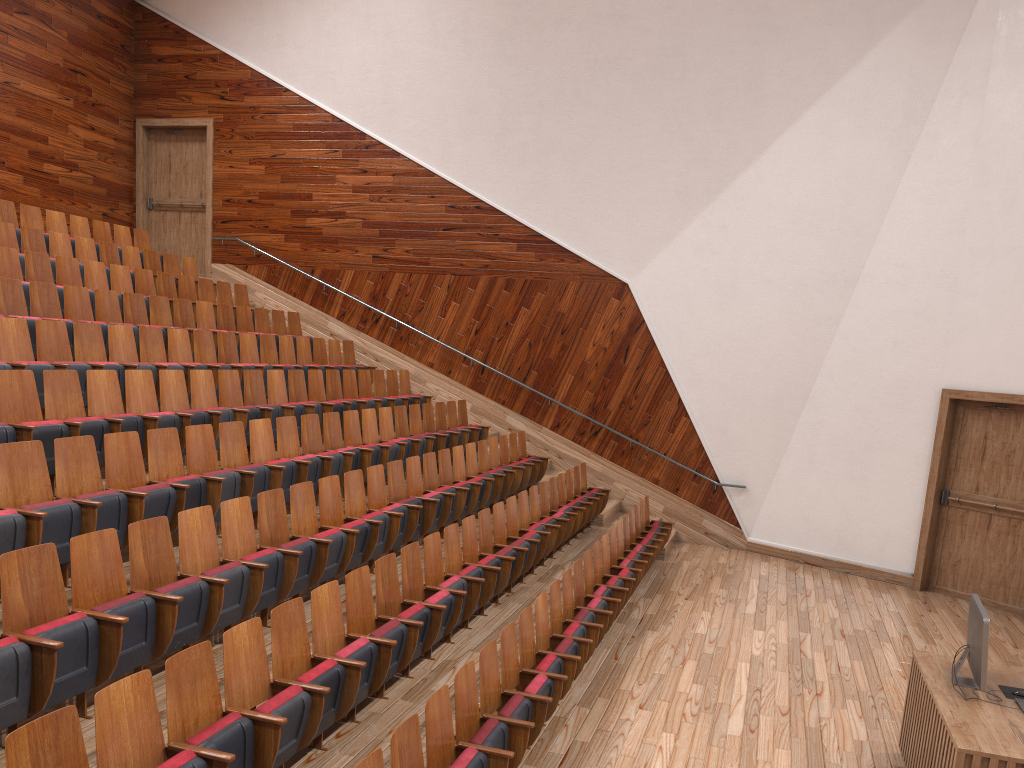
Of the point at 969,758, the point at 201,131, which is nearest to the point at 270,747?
the point at 969,758

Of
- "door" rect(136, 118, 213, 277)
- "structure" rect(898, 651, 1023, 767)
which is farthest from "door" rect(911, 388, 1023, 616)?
"door" rect(136, 118, 213, 277)

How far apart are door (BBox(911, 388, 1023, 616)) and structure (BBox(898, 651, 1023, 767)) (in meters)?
0.47

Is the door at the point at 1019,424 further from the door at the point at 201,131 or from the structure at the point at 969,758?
the door at the point at 201,131

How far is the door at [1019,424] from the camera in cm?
96

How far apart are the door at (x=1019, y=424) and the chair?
0.3 meters

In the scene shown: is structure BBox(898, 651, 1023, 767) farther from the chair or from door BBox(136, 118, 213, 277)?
door BBox(136, 118, 213, 277)

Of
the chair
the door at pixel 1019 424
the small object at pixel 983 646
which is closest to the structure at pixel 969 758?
the small object at pixel 983 646

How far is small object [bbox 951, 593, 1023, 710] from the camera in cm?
48

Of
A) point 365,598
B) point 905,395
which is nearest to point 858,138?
point 905,395
